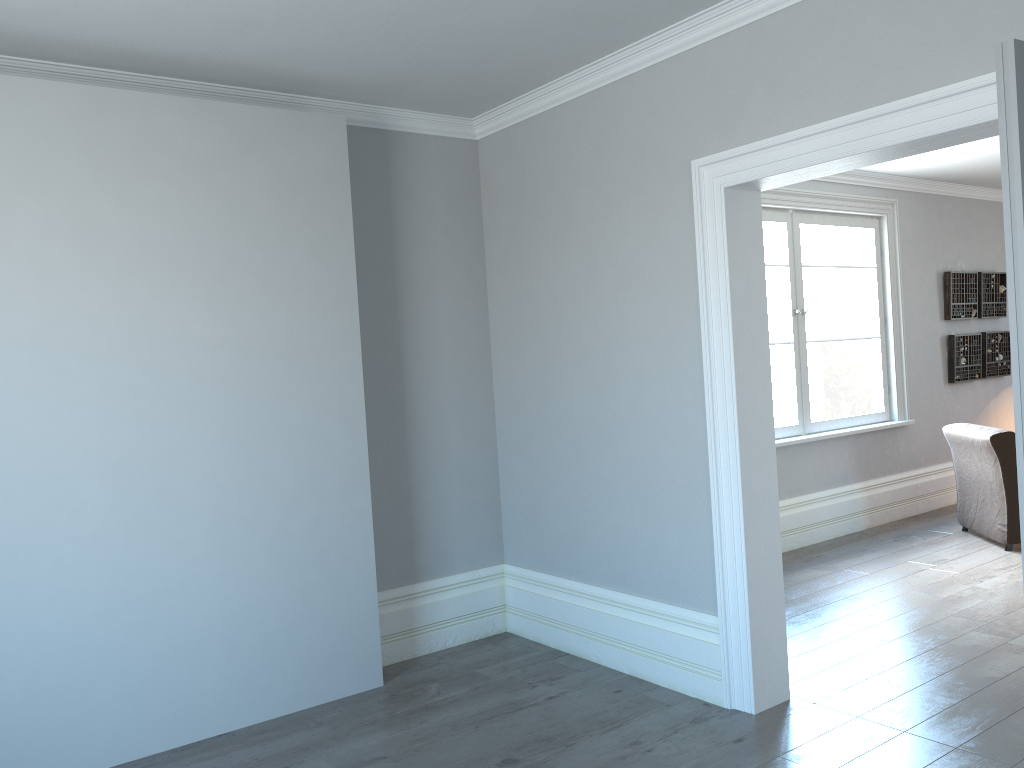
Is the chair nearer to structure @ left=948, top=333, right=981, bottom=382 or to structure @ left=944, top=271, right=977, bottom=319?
structure @ left=948, top=333, right=981, bottom=382

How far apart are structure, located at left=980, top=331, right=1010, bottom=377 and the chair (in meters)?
1.72

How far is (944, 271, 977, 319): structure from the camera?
7.6 meters

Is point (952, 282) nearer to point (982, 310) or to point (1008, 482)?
point (982, 310)

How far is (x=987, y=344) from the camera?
7.91m

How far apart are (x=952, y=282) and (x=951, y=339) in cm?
49

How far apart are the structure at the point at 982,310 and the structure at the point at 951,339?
0.2m

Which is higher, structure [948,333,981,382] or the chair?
structure [948,333,981,382]

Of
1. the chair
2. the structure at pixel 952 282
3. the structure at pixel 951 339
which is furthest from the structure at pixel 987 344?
the chair

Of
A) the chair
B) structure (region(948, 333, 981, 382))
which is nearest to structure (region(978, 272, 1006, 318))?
structure (region(948, 333, 981, 382))
